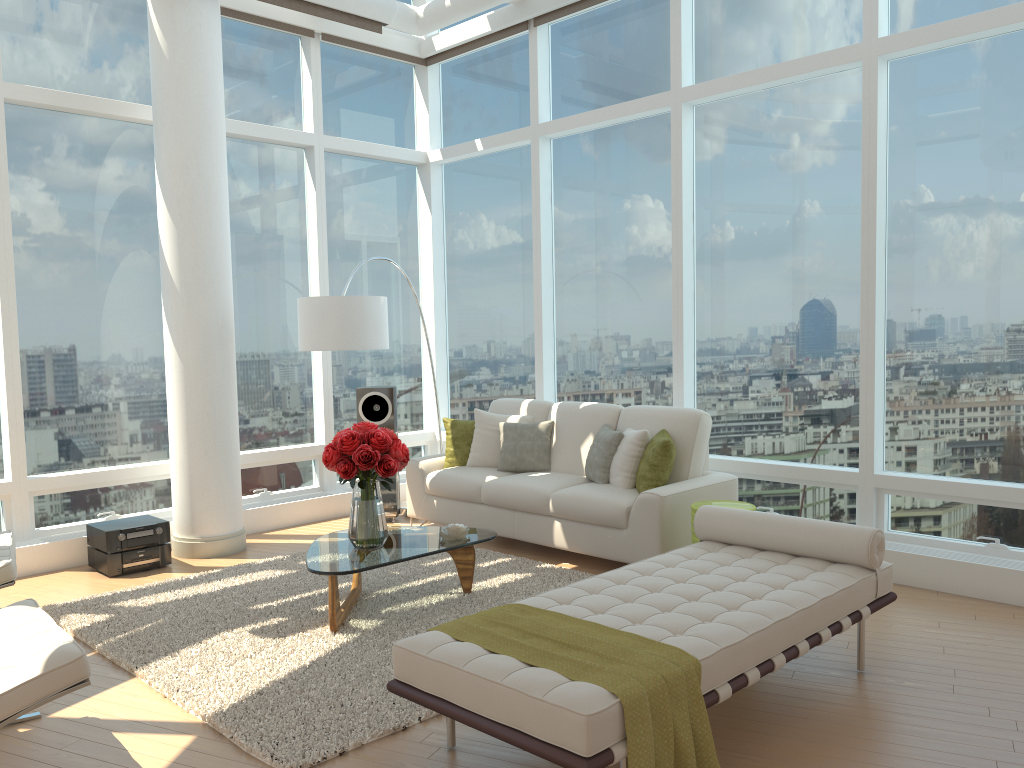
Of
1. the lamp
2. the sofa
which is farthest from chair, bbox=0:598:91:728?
the sofa

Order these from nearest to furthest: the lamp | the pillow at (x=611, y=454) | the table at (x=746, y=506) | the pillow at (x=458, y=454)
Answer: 1. the table at (x=746, y=506)
2. the pillow at (x=611, y=454)
3. the lamp
4. the pillow at (x=458, y=454)

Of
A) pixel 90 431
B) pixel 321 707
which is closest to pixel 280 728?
pixel 321 707

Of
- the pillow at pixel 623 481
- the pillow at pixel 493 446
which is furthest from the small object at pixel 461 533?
the pillow at pixel 493 446

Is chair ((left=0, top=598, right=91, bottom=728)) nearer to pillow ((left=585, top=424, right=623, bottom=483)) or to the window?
the window

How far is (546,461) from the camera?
6.8 meters

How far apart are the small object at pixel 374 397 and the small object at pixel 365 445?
2.4 meters

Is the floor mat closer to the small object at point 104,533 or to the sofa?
the sofa

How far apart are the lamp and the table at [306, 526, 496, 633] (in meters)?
1.64

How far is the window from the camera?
5.5 meters
